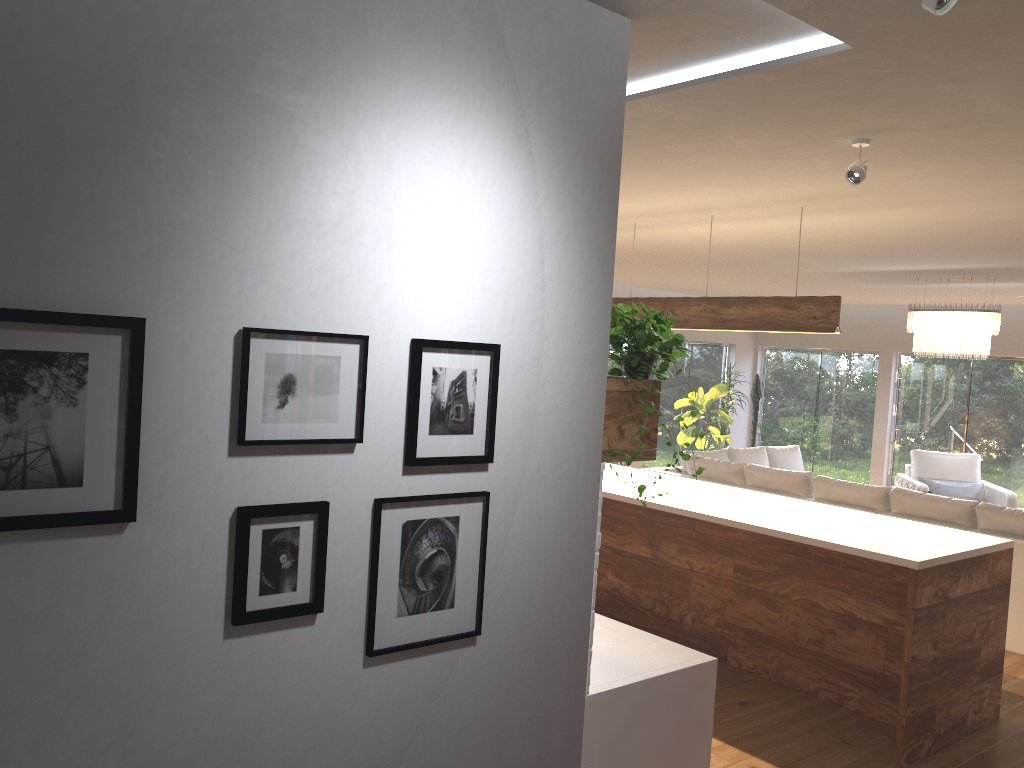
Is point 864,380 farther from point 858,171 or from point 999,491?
point 858,171

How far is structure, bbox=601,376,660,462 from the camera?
2.66m

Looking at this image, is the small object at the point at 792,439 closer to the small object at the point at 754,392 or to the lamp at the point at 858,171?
the small object at the point at 754,392

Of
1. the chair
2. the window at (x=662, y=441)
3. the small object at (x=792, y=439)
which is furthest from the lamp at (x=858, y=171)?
the window at (x=662, y=441)

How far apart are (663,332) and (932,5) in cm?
115

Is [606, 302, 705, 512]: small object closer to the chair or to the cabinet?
the cabinet

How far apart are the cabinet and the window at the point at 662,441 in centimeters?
625cm

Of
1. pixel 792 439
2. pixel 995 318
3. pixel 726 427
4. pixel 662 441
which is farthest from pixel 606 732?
pixel 662 441

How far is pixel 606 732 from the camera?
2.75m

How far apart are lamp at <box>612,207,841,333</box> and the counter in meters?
2.4
